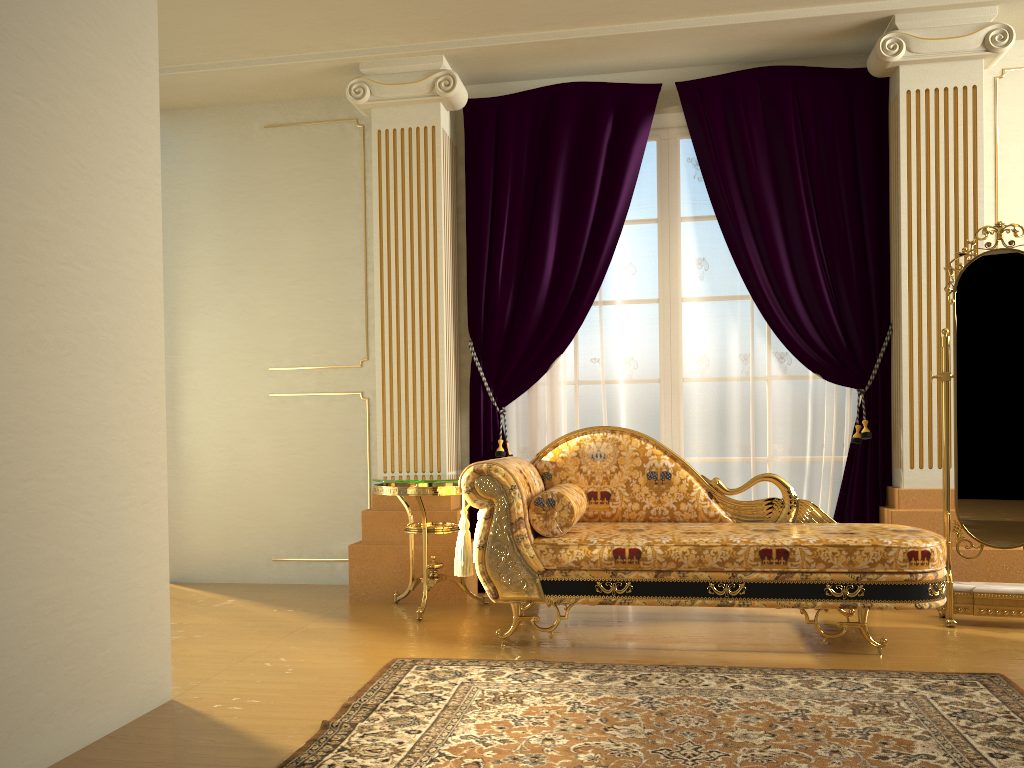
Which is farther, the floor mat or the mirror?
the mirror

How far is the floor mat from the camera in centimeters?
222cm

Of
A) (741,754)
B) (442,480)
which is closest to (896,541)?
(741,754)

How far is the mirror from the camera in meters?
3.7 m

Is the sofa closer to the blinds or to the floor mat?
the floor mat

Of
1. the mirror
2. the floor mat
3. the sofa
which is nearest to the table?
the sofa

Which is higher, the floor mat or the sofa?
the sofa

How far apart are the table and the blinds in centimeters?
27cm

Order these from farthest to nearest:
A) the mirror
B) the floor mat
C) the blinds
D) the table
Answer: the blinds, the table, the mirror, the floor mat

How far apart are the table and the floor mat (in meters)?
0.70
